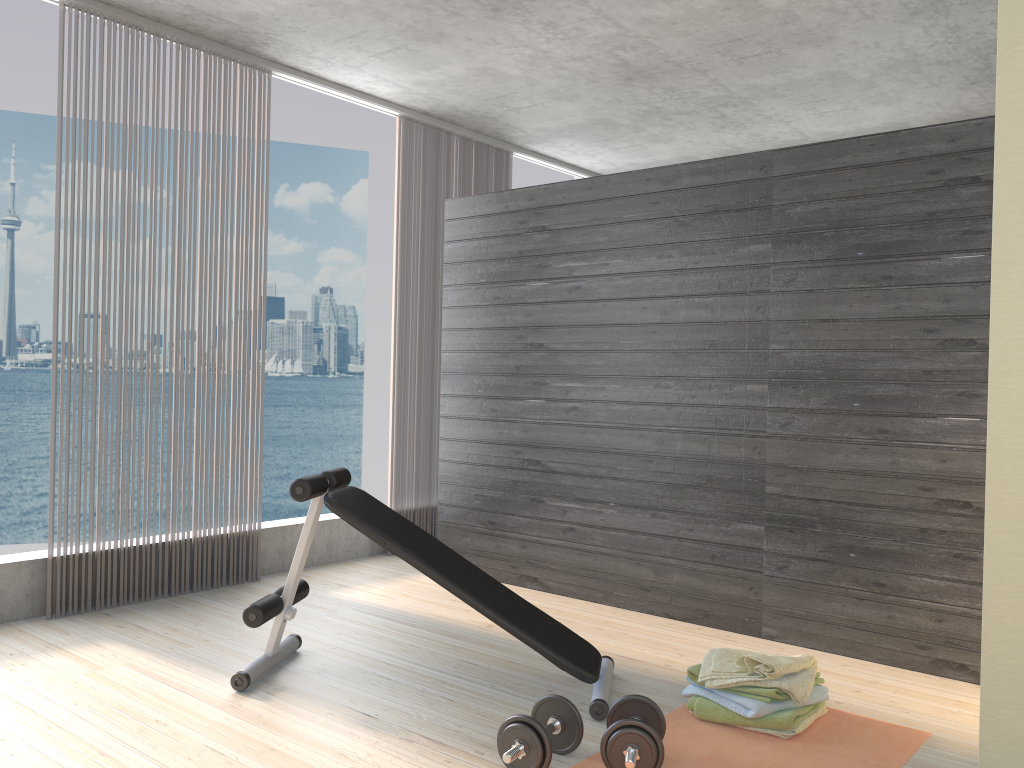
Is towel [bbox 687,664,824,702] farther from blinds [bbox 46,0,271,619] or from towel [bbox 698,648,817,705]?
blinds [bbox 46,0,271,619]

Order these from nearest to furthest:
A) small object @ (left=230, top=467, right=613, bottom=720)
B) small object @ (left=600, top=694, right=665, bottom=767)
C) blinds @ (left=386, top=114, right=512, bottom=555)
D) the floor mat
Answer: small object @ (left=600, top=694, right=665, bottom=767)
the floor mat
small object @ (left=230, top=467, right=613, bottom=720)
blinds @ (left=386, top=114, right=512, bottom=555)

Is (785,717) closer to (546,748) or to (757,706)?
(757,706)

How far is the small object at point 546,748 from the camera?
2.4 meters

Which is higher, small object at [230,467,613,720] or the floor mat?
small object at [230,467,613,720]

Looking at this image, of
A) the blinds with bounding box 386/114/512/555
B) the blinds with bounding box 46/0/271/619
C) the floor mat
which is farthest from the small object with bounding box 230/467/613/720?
the blinds with bounding box 386/114/512/555

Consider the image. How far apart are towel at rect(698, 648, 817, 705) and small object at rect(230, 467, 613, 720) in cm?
33

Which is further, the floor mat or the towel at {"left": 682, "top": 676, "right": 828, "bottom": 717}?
the towel at {"left": 682, "top": 676, "right": 828, "bottom": 717}

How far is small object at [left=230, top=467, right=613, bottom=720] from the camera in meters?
3.0 m

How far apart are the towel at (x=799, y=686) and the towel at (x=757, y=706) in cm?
3
